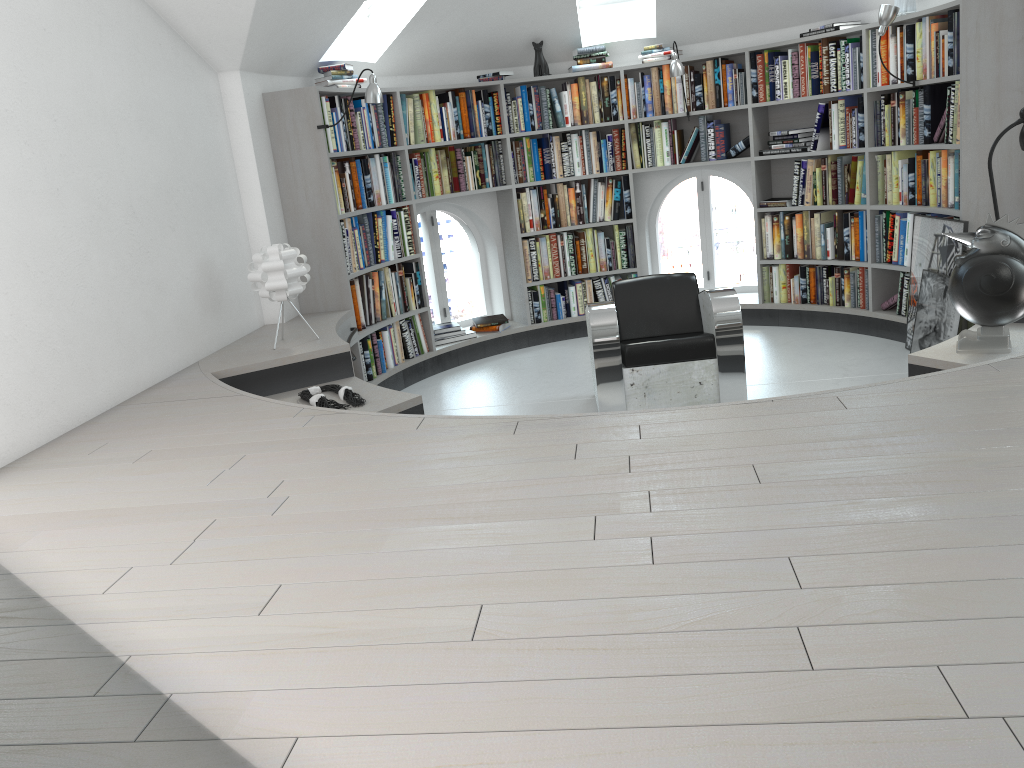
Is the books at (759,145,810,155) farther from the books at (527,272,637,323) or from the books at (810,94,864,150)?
the books at (527,272,637,323)

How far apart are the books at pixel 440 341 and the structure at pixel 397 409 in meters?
0.1 m

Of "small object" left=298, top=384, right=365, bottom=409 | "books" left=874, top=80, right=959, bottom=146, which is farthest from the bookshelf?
"small object" left=298, top=384, right=365, bottom=409

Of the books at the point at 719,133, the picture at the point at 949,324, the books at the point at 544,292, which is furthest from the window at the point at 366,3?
the picture at the point at 949,324

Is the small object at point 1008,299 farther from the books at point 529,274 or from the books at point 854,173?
the books at point 529,274

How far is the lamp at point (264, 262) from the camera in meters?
4.5

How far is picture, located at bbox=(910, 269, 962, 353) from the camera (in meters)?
5.09

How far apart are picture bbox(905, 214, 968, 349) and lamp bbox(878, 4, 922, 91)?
1.1m

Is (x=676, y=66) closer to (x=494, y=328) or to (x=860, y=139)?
(x=860, y=139)

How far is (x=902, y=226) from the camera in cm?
570
